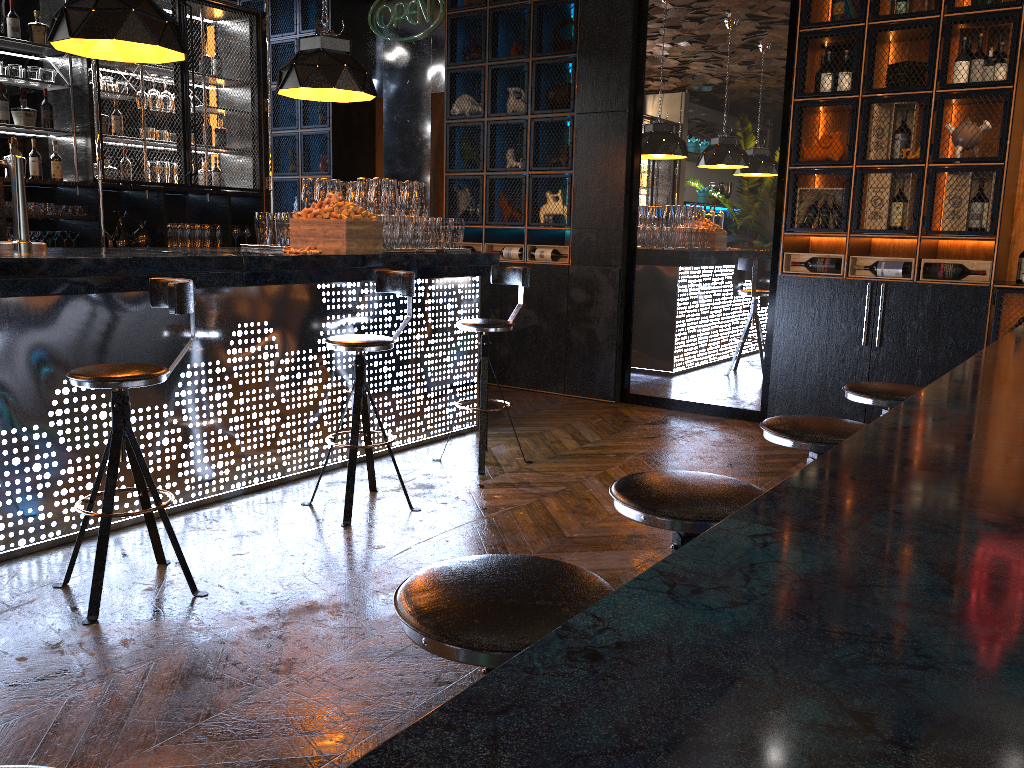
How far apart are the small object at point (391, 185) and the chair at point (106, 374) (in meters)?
2.15

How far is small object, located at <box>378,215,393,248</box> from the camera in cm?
505

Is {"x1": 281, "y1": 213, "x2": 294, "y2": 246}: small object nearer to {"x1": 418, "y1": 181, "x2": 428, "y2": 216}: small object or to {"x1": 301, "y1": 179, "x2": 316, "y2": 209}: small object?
{"x1": 301, "y1": 179, "x2": 316, "y2": 209}: small object

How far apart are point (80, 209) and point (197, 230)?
1.0 meters

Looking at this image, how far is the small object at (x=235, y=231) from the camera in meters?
7.6 m

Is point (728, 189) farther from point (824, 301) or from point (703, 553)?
point (703, 553)

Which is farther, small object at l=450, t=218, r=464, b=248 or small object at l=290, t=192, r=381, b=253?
small object at l=450, t=218, r=464, b=248

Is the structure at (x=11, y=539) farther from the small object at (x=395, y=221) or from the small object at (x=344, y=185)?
the small object at (x=344, y=185)

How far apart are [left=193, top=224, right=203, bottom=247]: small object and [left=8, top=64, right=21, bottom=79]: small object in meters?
1.7

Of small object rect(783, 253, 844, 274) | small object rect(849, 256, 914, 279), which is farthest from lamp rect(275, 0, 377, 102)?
small object rect(849, 256, 914, 279)
